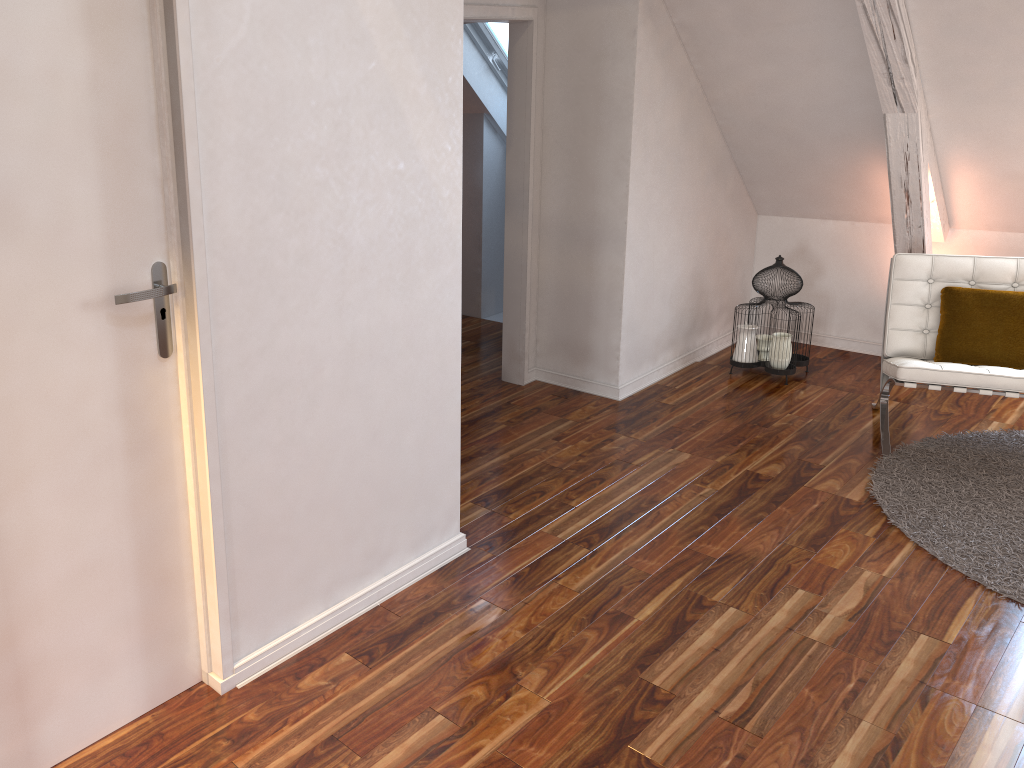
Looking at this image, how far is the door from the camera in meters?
1.5 m

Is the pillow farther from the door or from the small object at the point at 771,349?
the door

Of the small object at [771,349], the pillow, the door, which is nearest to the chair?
Result: the pillow

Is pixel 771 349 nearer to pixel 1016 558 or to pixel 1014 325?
pixel 1014 325

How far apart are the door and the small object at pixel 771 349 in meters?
3.0

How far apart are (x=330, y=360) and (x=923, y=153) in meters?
2.9 m

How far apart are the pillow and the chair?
0.0m

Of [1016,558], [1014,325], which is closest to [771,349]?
[1014,325]

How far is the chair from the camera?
3.3 meters

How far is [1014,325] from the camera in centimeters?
354cm
